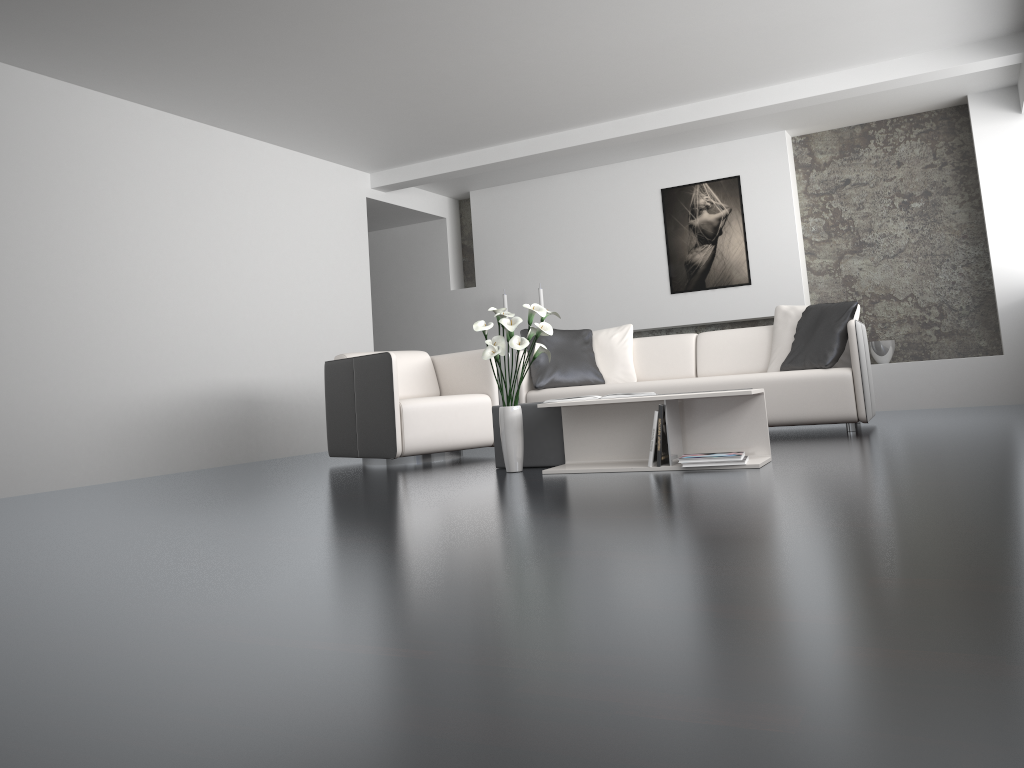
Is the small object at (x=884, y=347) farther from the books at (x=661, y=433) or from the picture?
the books at (x=661, y=433)

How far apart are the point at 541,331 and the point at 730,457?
1.0 meters

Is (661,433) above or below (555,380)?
below

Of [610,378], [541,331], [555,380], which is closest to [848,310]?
[610,378]

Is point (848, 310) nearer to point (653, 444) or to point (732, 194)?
point (653, 444)

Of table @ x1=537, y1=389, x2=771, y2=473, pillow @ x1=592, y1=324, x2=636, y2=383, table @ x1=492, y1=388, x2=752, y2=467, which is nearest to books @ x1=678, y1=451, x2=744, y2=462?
table @ x1=537, y1=389, x2=771, y2=473

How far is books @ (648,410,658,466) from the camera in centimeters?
384cm

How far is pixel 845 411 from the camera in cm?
522

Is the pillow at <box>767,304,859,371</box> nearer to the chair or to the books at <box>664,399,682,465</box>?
the chair

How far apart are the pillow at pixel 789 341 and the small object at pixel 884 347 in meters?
1.8 m
